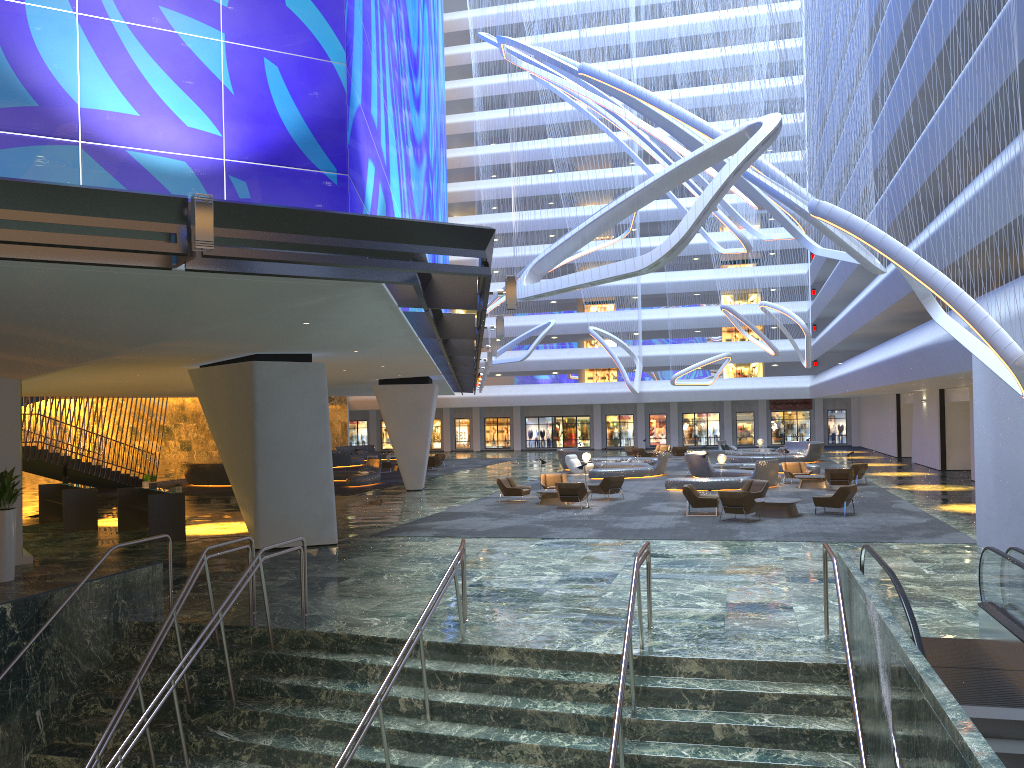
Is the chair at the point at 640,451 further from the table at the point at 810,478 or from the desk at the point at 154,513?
the desk at the point at 154,513

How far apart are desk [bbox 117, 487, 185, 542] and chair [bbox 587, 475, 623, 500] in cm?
1245

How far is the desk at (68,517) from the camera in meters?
22.5

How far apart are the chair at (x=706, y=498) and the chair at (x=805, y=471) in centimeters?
968cm

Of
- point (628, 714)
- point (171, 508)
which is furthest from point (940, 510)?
point (171, 508)

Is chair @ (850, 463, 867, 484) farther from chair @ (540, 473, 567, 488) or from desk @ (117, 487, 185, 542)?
desk @ (117, 487, 185, 542)

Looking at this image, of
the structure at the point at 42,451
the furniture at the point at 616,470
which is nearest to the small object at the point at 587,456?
the furniture at the point at 616,470

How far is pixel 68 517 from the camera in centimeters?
2251cm

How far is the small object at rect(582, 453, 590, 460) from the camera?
39.23m

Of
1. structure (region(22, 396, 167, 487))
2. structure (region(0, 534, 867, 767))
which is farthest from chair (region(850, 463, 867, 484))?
structure (region(22, 396, 167, 487))
